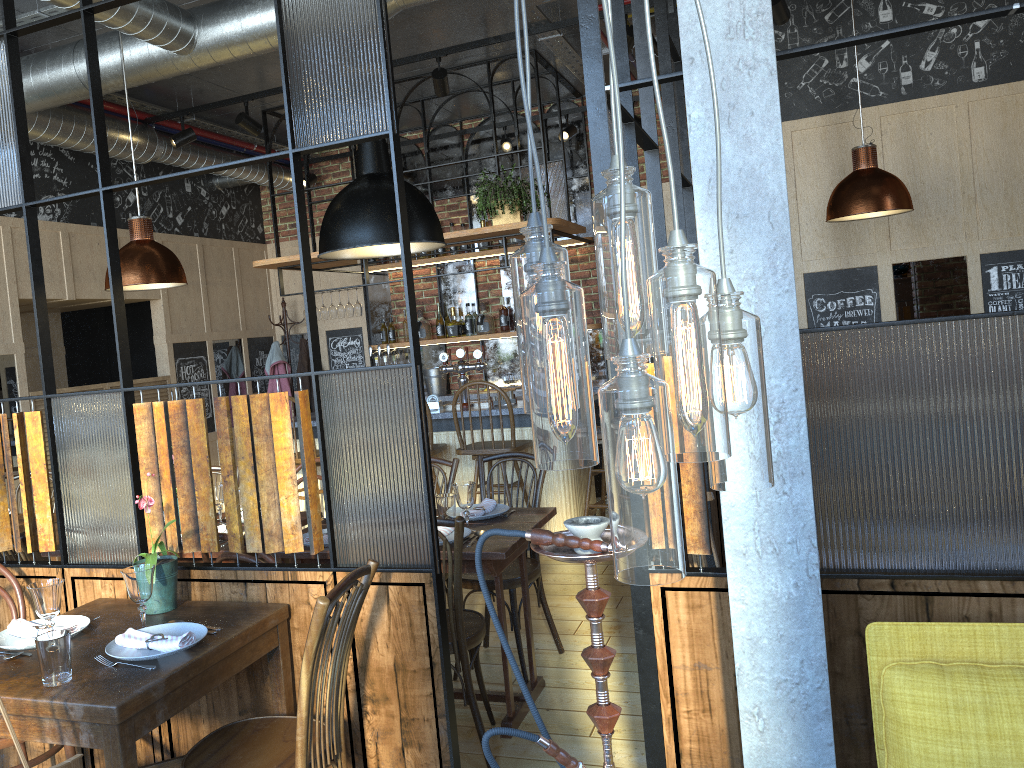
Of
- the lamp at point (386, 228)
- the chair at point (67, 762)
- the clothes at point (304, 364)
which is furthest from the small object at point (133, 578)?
the clothes at point (304, 364)

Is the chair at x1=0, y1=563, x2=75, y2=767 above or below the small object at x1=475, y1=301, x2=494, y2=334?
below

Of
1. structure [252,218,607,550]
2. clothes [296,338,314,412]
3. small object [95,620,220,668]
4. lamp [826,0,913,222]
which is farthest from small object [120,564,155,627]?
clothes [296,338,314,412]

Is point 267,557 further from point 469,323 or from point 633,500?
point 469,323

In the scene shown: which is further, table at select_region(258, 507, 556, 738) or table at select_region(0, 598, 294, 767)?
table at select_region(258, 507, 556, 738)

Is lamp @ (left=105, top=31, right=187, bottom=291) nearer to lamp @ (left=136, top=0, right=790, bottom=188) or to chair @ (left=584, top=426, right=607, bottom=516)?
lamp @ (left=136, top=0, right=790, bottom=188)

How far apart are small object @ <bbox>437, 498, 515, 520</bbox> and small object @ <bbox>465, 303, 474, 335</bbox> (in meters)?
3.83

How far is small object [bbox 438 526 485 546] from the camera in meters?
3.4

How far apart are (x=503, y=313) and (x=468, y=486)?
4.2m

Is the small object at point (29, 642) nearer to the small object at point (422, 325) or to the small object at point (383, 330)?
the small object at point (422, 325)
